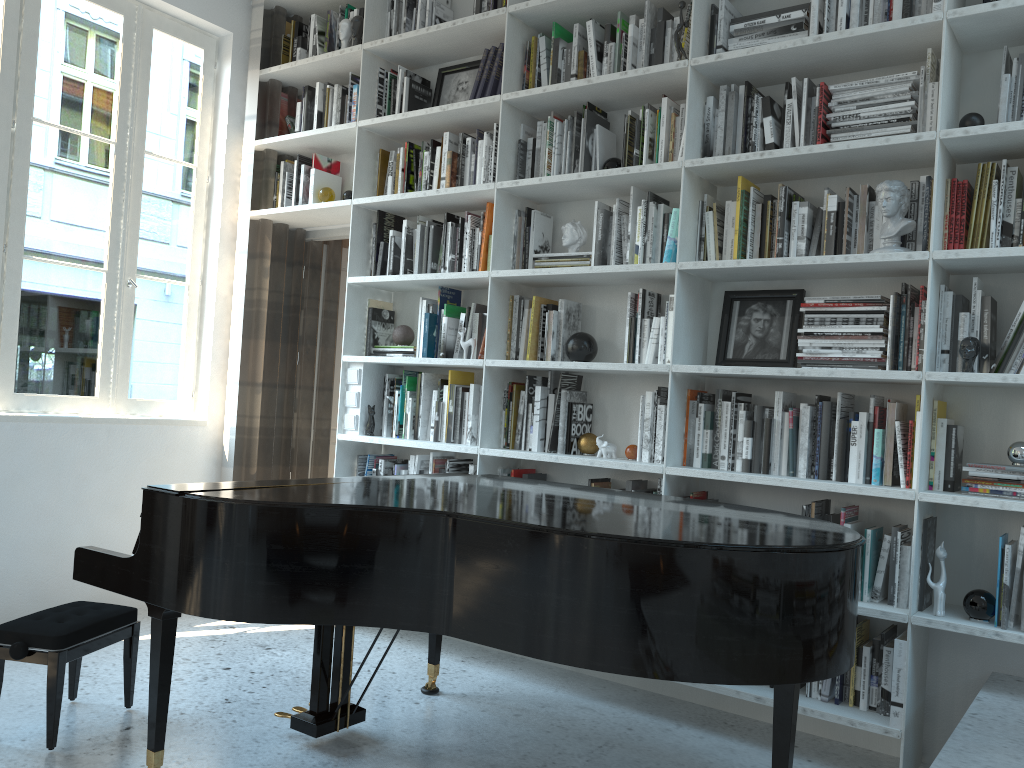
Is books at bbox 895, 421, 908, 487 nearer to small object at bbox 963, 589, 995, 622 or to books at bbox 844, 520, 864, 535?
books at bbox 844, 520, 864, 535

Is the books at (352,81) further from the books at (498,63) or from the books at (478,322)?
the books at (478,322)

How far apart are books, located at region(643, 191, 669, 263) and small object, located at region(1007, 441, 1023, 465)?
1.5 meters

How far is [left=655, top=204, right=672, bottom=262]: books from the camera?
3.40m

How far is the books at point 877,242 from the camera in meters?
2.9 m

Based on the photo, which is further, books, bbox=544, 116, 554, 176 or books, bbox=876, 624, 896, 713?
books, bbox=544, 116, 554, 176

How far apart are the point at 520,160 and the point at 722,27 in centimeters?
97cm

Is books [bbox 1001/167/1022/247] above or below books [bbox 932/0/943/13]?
below

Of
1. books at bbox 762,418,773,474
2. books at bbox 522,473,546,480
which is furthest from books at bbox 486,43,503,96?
books at bbox 762,418,773,474

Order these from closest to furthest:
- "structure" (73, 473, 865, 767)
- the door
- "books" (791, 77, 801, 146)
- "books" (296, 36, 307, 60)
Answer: "structure" (73, 473, 865, 767) < "books" (791, 77, 801, 146) < "books" (296, 36, 307, 60) < the door
